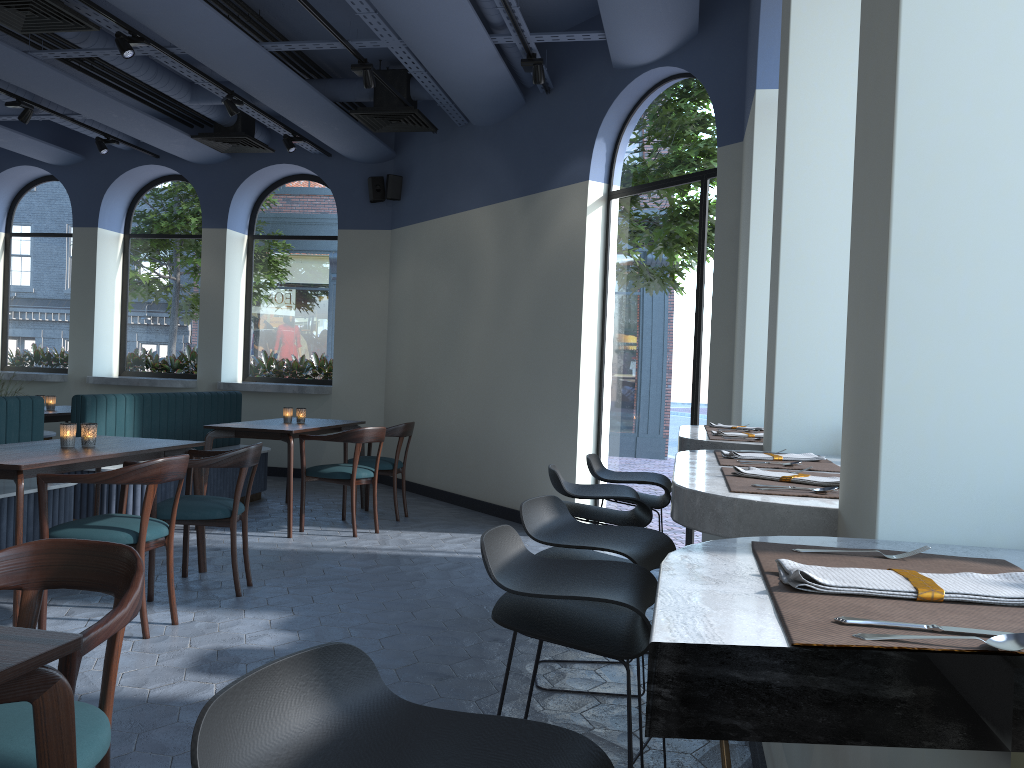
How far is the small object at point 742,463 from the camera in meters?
2.3 m

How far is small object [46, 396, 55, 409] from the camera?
7.4m

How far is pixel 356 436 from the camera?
6.32m

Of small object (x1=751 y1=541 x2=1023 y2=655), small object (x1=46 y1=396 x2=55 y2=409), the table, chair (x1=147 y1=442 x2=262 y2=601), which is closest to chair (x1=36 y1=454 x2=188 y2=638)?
the table

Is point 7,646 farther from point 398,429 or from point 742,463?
point 398,429

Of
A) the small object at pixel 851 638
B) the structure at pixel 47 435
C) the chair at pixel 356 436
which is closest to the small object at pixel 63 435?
the chair at pixel 356 436

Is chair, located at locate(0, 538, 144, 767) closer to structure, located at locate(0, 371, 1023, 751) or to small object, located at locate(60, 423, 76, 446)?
structure, located at locate(0, 371, 1023, 751)

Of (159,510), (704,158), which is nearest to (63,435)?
(159,510)

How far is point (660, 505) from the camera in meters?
3.9 m

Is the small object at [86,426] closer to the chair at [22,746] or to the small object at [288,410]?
the small object at [288,410]
